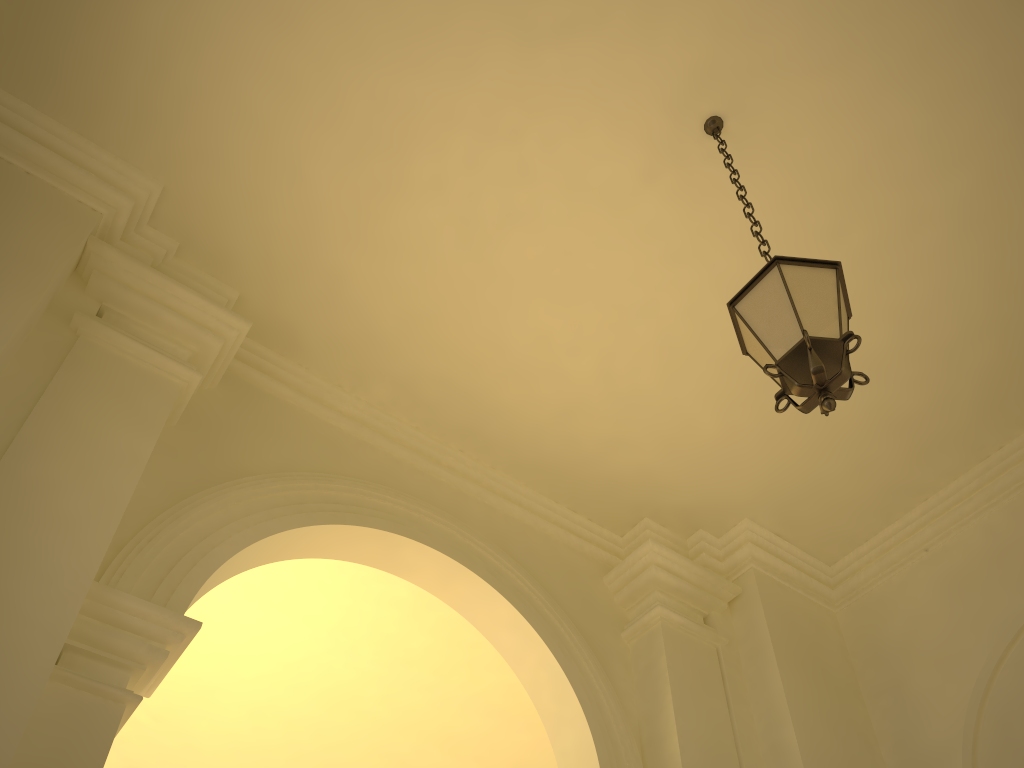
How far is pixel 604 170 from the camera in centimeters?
523cm

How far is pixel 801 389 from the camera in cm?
310

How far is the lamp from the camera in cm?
310

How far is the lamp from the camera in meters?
3.1 m

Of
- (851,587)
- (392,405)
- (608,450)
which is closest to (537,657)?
(608,450)
